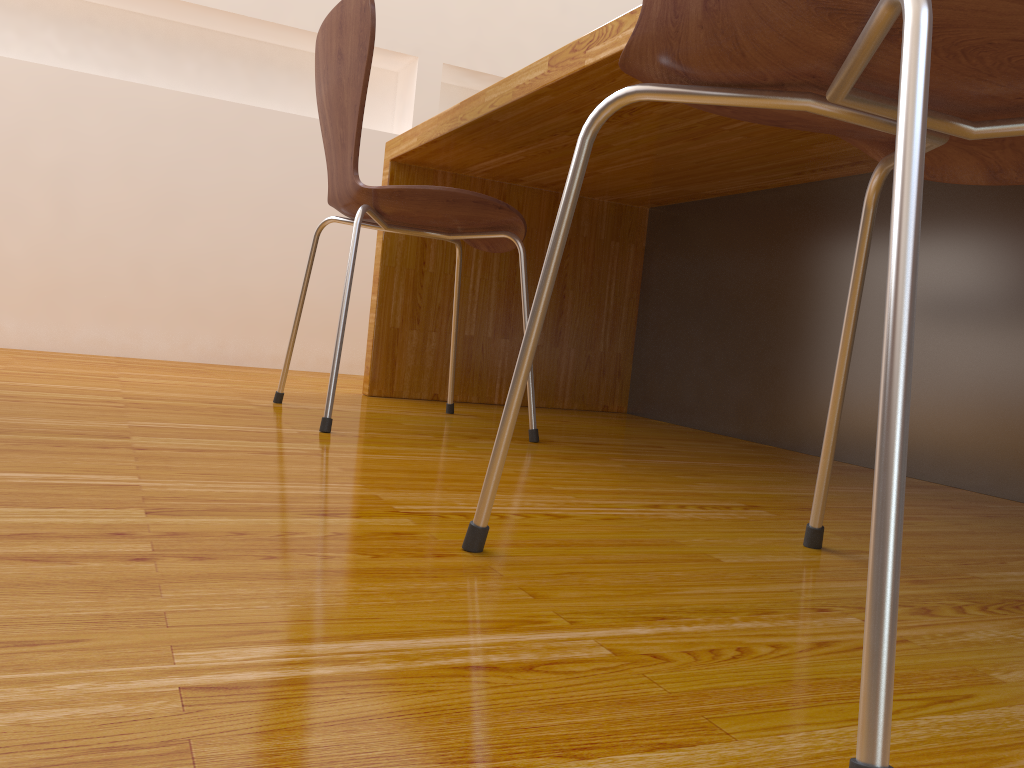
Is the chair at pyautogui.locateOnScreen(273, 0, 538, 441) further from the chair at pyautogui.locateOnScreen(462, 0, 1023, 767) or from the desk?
the chair at pyautogui.locateOnScreen(462, 0, 1023, 767)

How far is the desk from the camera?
1.4 meters

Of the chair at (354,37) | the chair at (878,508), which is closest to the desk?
the chair at (354,37)

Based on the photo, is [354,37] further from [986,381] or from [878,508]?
[878,508]

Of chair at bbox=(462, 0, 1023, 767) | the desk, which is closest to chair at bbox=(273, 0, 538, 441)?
the desk

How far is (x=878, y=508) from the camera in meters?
0.4 m

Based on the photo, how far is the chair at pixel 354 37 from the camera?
1.4 meters

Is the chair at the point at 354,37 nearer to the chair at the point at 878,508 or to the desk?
the desk

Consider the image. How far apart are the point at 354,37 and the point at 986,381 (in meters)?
1.16

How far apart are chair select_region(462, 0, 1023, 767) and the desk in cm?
44
